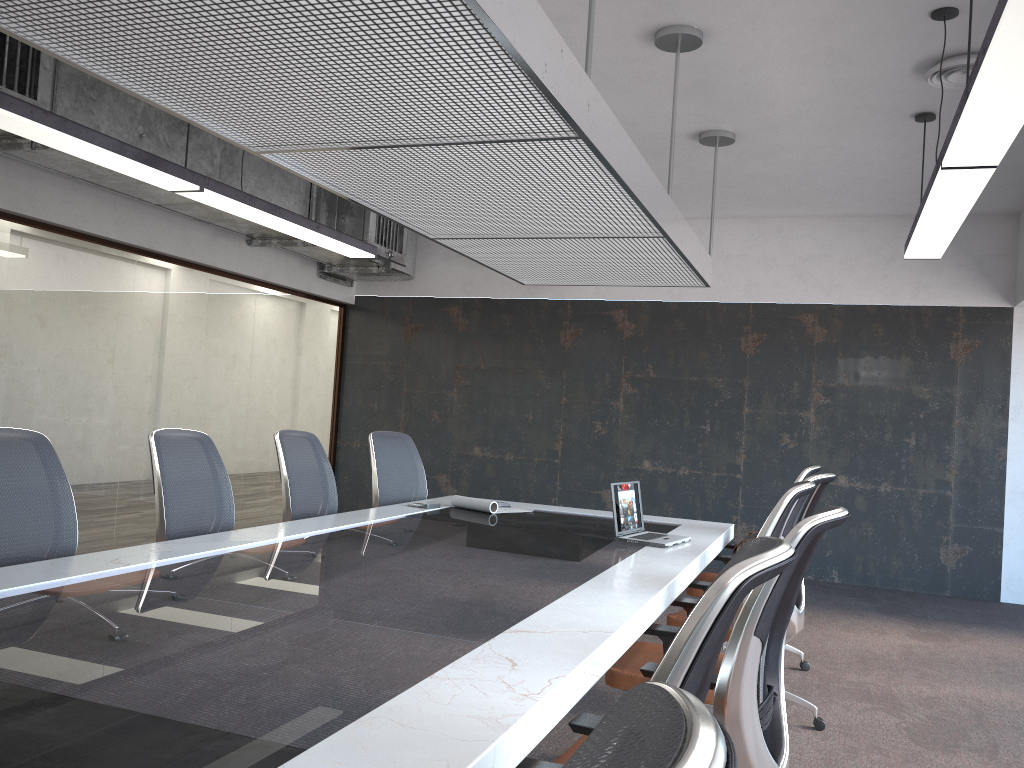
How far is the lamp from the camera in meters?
2.6 m

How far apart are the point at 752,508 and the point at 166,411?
5.31m

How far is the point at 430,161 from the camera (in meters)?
3.52

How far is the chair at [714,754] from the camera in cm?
47

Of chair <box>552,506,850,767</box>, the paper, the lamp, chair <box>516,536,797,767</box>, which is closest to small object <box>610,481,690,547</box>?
the paper

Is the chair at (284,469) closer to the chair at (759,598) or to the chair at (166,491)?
the chair at (166,491)

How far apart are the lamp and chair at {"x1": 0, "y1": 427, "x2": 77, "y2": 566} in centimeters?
140cm

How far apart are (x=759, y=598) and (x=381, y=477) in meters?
4.0

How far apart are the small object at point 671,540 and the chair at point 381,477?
1.84m

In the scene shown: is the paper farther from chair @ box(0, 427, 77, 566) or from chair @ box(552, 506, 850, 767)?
chair @ box(552, 506, 850, 767)
